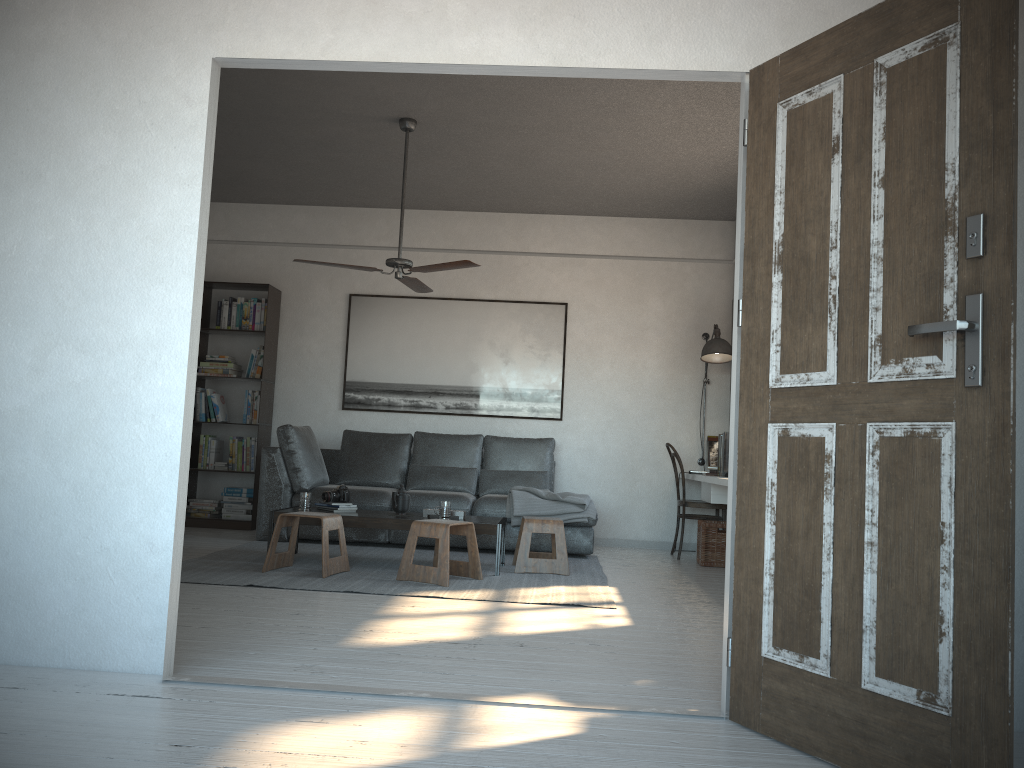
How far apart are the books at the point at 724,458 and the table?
1.6m

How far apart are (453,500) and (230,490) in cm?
218

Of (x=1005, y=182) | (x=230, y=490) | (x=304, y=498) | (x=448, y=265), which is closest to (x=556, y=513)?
(x=304, y=498)

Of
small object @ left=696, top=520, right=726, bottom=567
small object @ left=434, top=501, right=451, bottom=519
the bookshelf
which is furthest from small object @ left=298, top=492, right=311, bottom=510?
small object @ left=696, top=520, right=726, bottom=567

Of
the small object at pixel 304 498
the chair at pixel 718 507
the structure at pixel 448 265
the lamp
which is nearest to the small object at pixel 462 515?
the small object at pixel 304 498

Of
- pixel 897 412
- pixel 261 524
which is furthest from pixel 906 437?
pixel 261 524

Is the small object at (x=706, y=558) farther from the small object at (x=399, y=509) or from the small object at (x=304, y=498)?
the small object at (x=304, y=498)

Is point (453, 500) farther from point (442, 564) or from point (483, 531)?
point (442, 564)

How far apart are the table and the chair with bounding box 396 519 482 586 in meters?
0.2

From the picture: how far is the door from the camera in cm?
198
